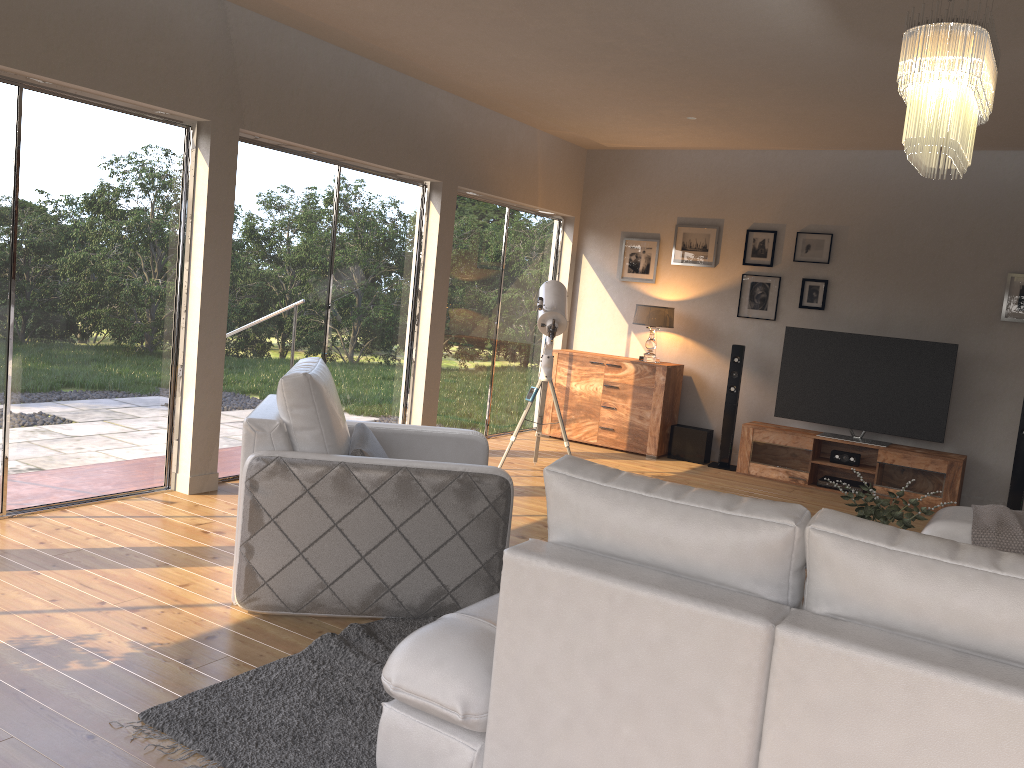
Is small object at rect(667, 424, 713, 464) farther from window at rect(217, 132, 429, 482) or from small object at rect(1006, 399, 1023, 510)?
window at rect(217, 132, 429, 482)

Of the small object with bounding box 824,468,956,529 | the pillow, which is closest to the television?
the small object with bounding box 824,468,956,529

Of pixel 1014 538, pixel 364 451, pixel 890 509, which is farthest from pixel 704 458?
pixel 364 451

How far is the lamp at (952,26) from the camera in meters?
3.0

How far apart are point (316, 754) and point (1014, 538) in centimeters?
339cm

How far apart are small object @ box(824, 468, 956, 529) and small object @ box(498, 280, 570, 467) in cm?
311

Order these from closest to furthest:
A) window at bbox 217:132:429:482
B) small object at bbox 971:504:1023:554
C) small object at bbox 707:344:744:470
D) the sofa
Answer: the sofa, small object at bbox 971:504:1023:554, window at bbox 217:132:429:482, small object at bbox 707:344:744:470

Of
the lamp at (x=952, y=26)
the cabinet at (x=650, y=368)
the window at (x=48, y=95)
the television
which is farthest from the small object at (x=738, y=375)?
the window at (x=48, y=95)

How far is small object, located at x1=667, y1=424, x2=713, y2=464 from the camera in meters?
7.9

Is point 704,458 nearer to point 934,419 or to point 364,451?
point 934,419
